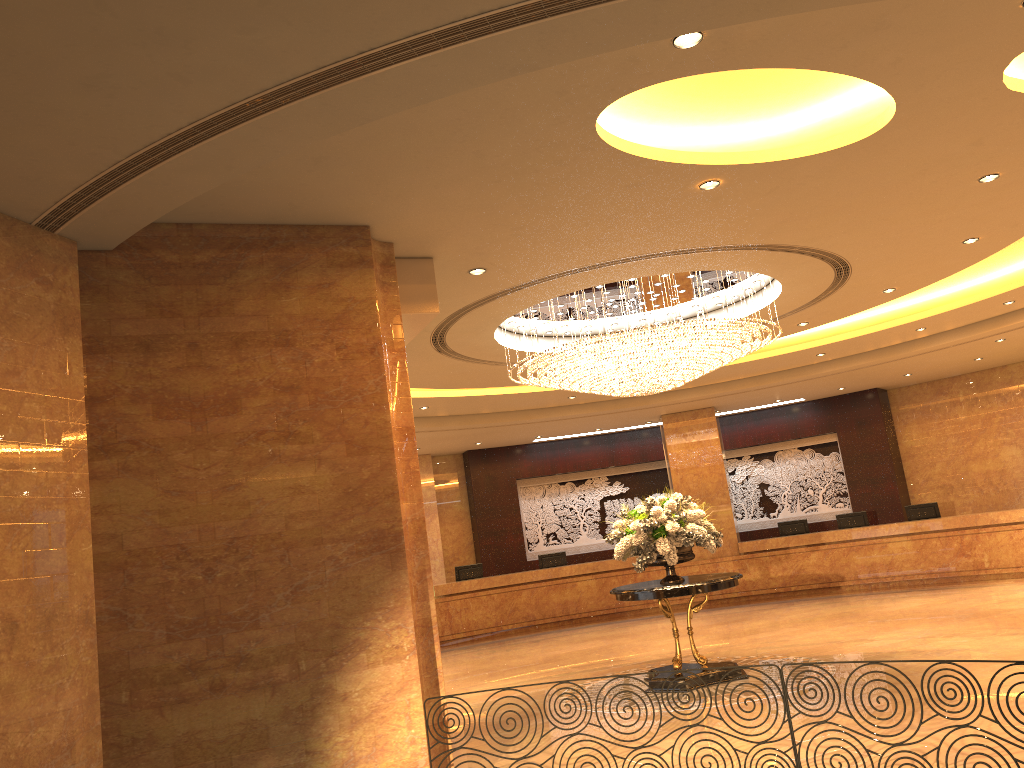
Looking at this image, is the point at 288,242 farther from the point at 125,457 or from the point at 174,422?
the point at 125,457

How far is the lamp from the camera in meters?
9.4 m

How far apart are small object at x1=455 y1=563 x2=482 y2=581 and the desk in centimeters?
54cm

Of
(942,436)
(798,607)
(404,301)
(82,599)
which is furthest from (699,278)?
(942,436)

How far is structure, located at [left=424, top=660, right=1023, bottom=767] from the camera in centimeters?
539cm

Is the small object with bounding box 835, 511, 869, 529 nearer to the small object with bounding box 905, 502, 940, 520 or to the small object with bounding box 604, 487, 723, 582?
the small object with bounding box 905, 502, 940, 520

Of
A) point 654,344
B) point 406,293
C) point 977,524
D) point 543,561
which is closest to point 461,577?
point 543,561

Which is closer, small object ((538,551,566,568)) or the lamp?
the lamp

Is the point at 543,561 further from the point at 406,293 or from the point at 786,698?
the point at 786,698

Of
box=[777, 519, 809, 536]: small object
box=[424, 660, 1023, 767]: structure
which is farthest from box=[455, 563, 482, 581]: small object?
box=[424, 660, 1023, 767]: structure
